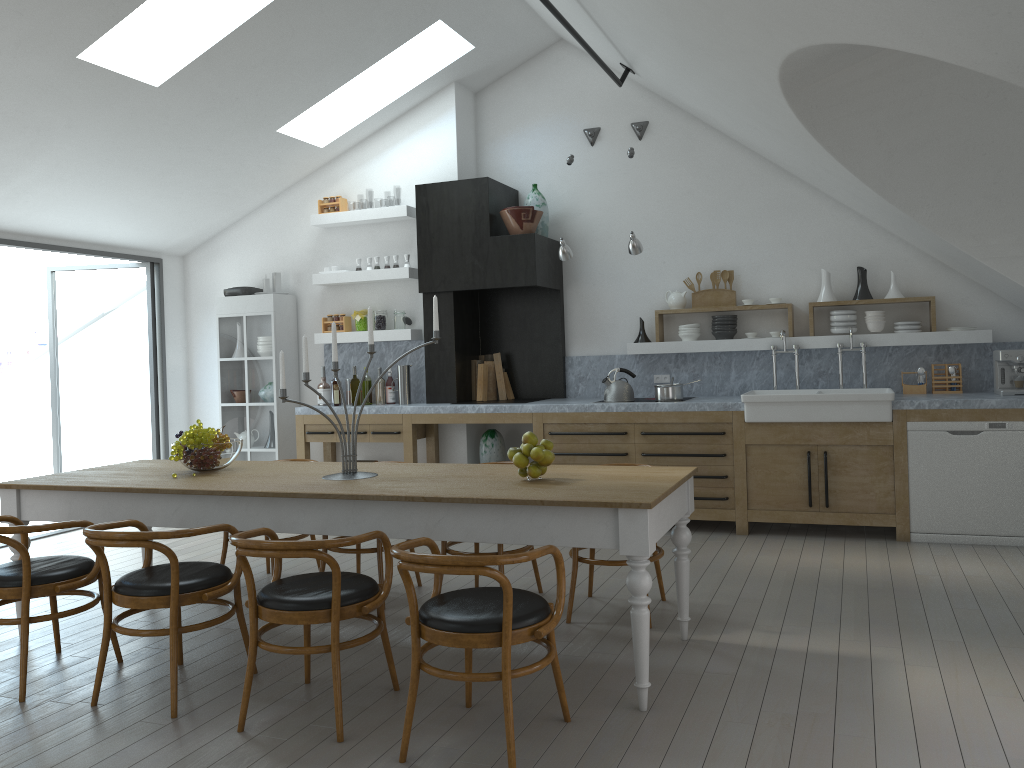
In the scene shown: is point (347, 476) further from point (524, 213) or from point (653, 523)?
point (524, 213)

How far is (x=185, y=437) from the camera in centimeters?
448cm

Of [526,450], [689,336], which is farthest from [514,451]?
[689,336]

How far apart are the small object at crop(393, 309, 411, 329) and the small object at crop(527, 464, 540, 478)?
4.1m

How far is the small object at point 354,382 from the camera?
7.7m

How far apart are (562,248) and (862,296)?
2.34m

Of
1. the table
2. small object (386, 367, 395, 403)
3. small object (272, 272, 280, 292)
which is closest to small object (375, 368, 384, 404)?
small object (386, 367, 395, 403)

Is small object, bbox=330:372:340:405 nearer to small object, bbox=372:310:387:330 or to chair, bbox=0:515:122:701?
small object, bbox=372:310:387:330

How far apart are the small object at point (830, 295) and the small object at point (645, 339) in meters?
1.4 m

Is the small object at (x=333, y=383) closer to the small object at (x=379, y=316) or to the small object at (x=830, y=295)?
the small object at (x=379, y=316)
